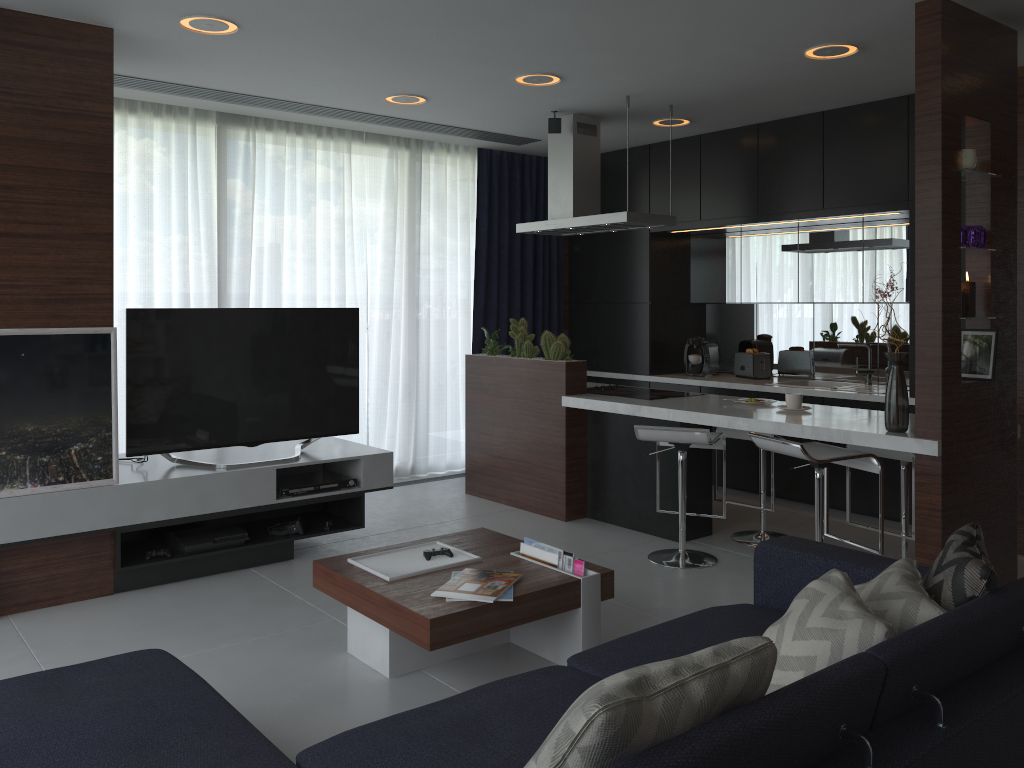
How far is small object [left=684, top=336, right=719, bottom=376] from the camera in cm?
671

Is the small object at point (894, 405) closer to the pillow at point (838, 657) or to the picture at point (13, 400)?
the pillow at point (838, 657)

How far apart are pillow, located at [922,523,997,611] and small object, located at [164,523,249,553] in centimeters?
315cm

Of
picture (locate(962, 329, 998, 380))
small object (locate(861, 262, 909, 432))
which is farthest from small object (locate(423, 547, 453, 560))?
picture (locate(962, 329, 998, 380))

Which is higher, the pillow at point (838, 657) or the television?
the television

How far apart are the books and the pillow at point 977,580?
1.22m

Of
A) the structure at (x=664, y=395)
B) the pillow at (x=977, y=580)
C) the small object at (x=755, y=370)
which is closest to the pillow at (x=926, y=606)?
the pillow at (x=977, y=580)

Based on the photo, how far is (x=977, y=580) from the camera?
2.2m

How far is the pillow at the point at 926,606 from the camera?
2.13m

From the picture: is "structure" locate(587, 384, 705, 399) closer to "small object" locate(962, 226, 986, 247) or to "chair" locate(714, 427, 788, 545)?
"chair" locate(714, 427, 788, 545)
